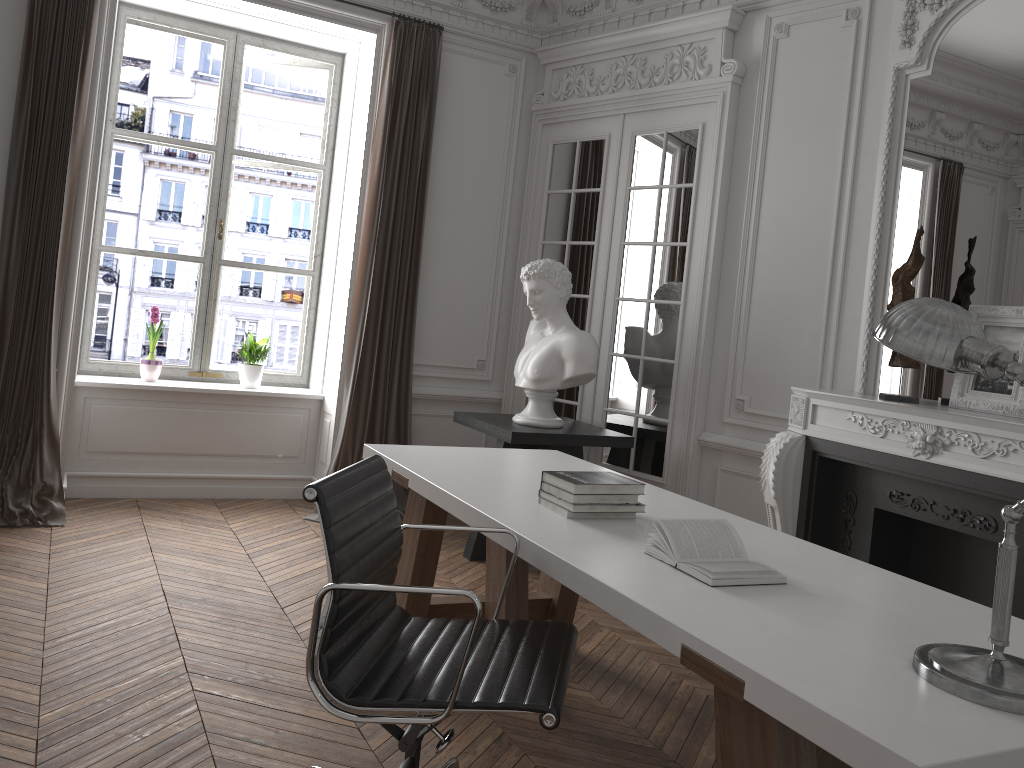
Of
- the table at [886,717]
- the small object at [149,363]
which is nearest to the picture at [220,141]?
the small object at [149,363]

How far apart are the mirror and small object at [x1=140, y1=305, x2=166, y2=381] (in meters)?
4.15

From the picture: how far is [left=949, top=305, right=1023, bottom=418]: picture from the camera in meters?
3.4 m

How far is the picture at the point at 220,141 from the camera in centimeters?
568cm

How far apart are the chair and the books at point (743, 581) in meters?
0.3

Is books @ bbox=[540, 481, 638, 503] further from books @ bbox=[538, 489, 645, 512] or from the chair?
the chair

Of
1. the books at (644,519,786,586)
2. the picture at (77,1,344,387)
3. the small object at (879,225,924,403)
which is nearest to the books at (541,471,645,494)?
the books at (644,519,786,586)

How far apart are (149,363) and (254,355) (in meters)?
0.63

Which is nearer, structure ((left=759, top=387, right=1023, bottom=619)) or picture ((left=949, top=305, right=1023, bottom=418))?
structure ((left=759, top=387, right=1023, bottom=619))

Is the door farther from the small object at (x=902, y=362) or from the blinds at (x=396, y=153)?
the small object at (x=902, y=362)
